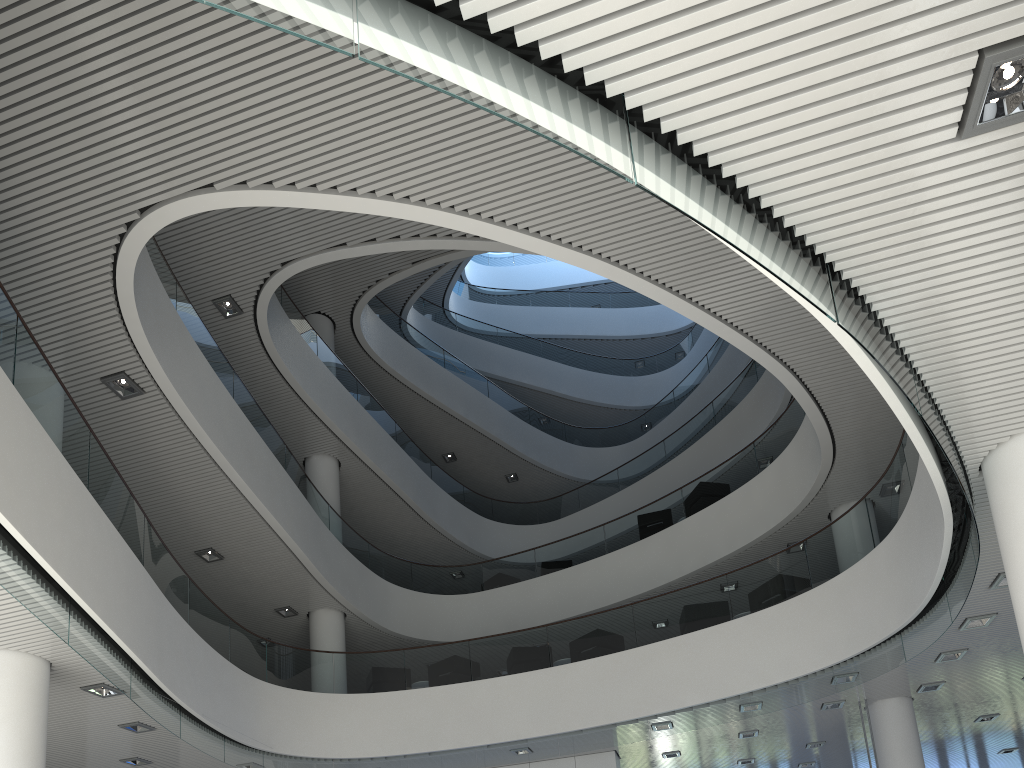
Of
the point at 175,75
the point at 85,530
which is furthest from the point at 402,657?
the point at 175,75
